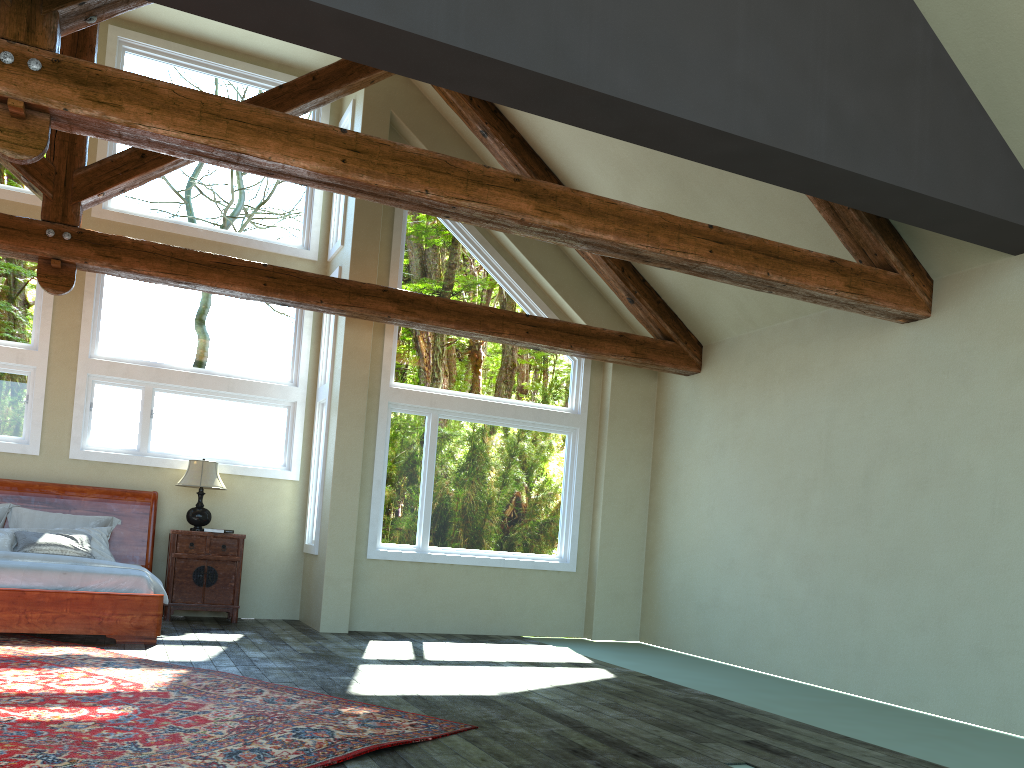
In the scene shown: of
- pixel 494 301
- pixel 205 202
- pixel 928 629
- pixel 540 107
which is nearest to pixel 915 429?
pixel 928 629

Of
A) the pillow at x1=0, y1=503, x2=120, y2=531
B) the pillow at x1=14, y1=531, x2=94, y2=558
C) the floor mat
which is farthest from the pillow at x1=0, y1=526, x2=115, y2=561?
the floor mat

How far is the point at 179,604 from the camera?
8.90m

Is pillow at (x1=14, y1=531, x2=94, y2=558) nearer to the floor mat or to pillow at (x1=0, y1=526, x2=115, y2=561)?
pillow at (x1=0, y1=526, x2=115, y2=561)

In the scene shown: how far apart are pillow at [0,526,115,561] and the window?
0.9 meters

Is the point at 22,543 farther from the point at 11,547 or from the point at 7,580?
the point at 7,580

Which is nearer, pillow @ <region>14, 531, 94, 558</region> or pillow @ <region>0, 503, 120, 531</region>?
pillow @ <region>14, 531, 94, 558</region>

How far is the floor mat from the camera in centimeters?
384cm

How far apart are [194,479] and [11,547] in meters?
1.8

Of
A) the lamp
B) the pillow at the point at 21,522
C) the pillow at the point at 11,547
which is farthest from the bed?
the lamp
